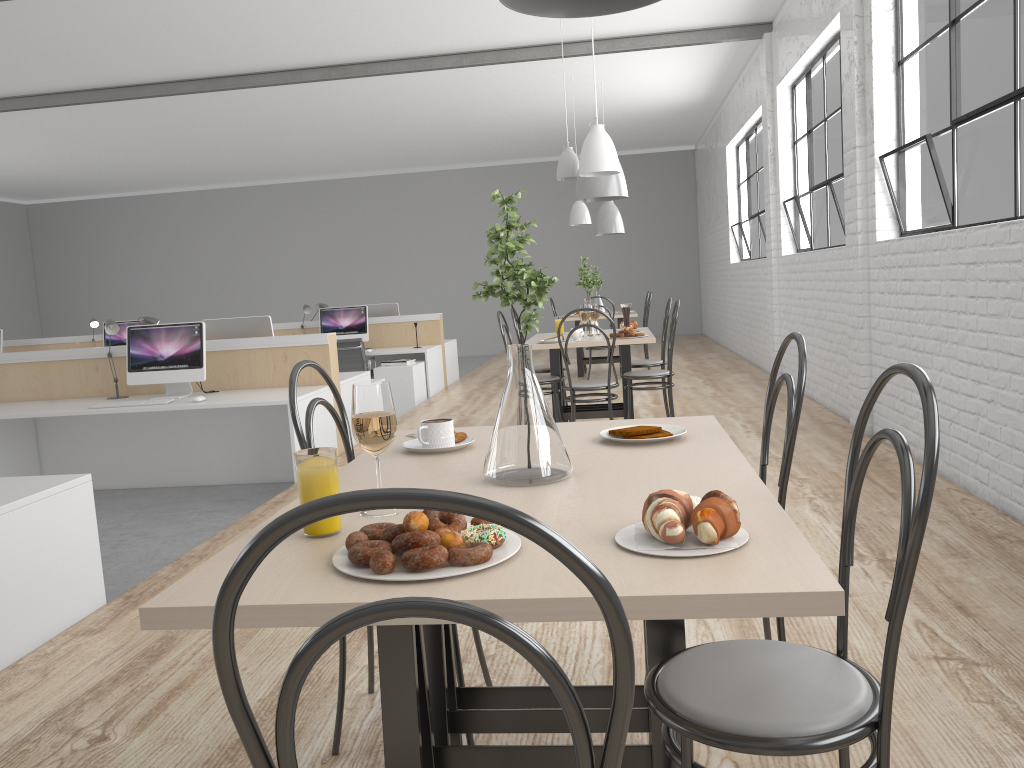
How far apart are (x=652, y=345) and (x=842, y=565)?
9.78m

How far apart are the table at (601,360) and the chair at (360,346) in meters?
1.9

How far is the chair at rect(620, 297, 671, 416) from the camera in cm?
482

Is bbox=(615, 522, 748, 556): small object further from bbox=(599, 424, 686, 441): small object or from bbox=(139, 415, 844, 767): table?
bbox=(599, 424, 686, 441): small object

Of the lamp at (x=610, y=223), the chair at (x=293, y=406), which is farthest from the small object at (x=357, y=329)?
the chair at (x=293, y=406)

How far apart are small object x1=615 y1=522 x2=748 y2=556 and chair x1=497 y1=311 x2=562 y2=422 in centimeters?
333cm

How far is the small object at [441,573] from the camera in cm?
86

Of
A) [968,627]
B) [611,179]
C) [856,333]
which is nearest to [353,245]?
[611,179]

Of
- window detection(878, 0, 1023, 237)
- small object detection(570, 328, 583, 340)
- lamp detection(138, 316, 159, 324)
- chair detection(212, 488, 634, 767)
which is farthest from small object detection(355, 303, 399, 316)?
chair detection(212, 488, 634, 767)

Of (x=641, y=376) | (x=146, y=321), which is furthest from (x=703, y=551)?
(x=146, y=321)
